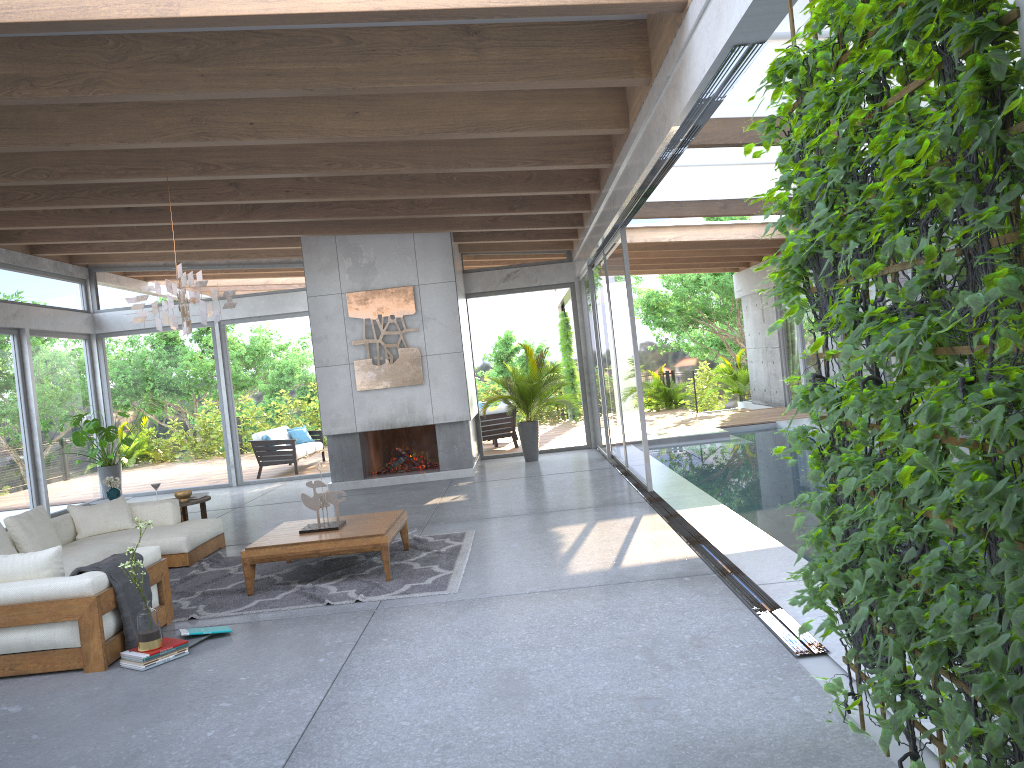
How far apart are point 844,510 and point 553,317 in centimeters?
1157cm

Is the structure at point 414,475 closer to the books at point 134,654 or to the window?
the window

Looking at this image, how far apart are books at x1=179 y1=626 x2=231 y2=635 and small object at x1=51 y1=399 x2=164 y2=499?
8.26m

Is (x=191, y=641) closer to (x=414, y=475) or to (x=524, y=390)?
(x=414, y=475)

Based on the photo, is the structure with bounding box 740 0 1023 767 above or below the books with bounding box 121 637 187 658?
above

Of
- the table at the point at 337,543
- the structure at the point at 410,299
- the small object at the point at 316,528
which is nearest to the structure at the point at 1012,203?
the table at the point at 337,543

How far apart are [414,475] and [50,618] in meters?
7.4 m

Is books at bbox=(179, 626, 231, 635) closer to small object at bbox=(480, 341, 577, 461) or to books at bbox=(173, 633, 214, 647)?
books at bbox=(173, 633, 214, 647)

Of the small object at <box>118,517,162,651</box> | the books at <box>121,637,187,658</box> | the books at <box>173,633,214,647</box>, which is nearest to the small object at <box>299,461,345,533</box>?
the books at <box>173,633,214,647</box>

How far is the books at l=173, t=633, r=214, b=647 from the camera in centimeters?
519cm
